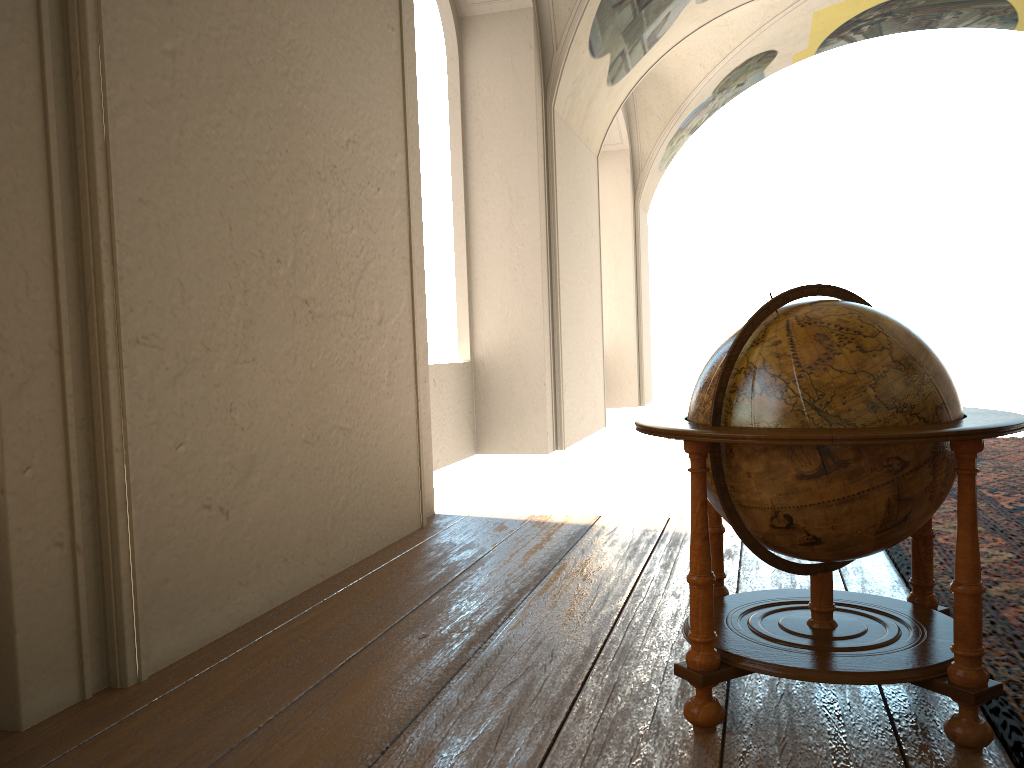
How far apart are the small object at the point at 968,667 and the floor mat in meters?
0.1

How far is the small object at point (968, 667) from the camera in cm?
262

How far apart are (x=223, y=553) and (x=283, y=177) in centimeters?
196cm

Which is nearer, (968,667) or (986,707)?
(968,667)

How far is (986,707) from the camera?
2.90m

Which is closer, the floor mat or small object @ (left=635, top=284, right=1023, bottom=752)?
small object @ (left=635, top=284, right=1023, bottom=752)

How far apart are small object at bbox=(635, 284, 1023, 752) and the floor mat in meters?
0.1

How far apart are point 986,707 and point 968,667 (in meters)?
0.40

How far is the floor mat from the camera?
2.90m

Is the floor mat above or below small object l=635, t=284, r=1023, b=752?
below
